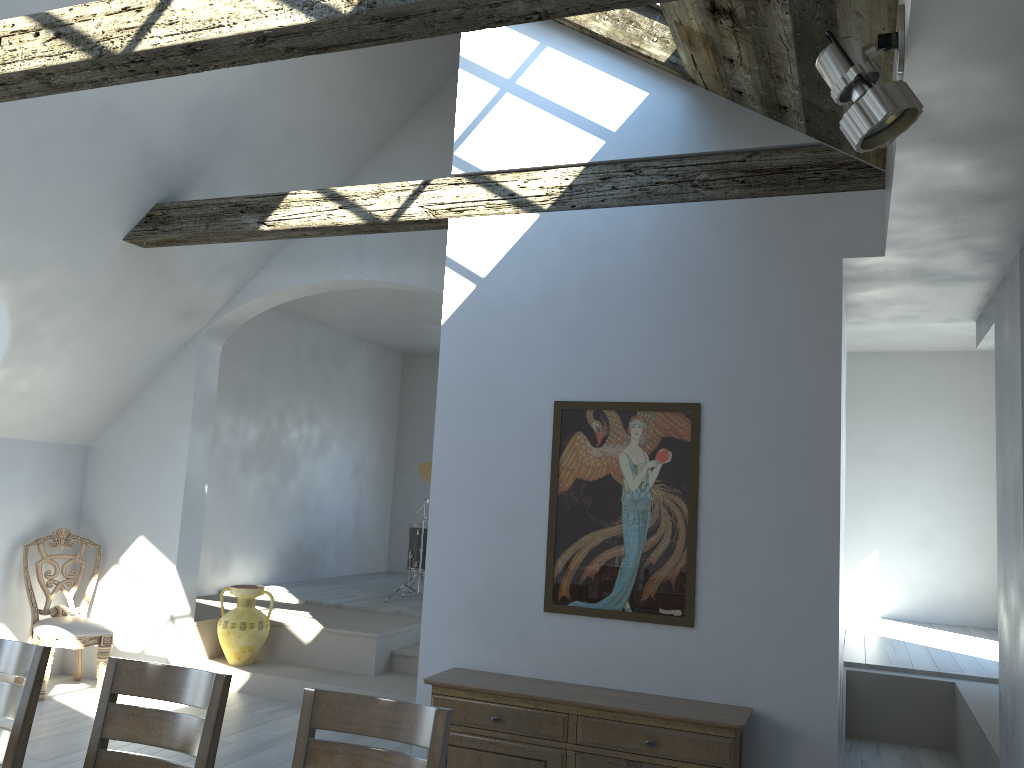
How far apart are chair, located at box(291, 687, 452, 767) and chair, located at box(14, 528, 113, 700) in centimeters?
458cm

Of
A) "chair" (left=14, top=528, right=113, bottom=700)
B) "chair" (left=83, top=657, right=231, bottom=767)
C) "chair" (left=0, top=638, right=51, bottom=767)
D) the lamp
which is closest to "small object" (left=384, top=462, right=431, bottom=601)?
"chair" (left=14, top=528, right=113, bottom=700)

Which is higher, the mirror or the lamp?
the lamp

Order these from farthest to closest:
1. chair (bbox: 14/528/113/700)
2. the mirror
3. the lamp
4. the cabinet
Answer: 1. chair (bbox: 14/528/113/700)
2. the mirror
3. the cabinet
4. the lamp

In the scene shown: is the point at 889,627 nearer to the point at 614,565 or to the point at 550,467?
the point at 614,565

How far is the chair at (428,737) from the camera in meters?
2.4

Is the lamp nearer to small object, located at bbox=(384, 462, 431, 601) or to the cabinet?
the cabinet

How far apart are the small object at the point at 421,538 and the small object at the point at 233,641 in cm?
186

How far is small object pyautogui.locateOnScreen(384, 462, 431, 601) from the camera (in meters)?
8.68

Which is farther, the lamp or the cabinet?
the cabinet
